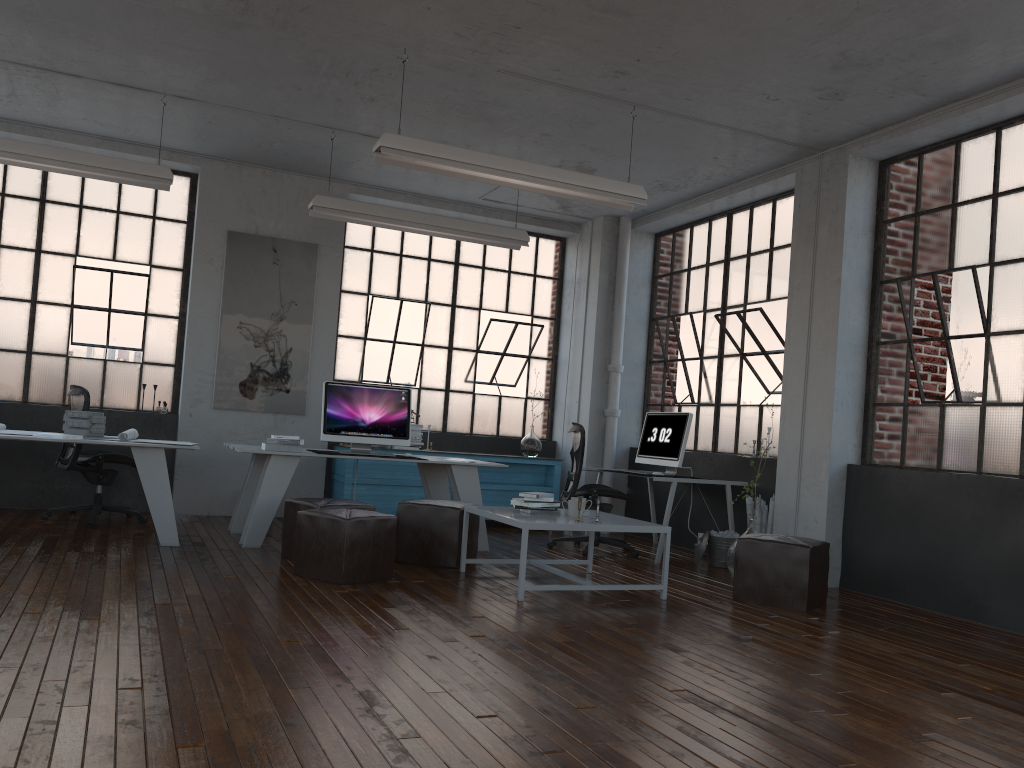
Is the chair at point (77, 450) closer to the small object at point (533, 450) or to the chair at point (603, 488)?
the chair at point (603, 488)

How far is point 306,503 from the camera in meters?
5.8 m

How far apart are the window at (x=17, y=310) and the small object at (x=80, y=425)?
1.67m

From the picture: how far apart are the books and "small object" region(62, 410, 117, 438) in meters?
1.2 m

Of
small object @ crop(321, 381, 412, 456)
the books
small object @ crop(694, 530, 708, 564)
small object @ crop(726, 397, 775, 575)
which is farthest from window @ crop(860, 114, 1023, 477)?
the books

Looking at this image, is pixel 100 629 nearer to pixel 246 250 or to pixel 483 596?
pixel 483 596

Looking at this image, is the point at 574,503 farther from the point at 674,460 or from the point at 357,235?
the point at 357,235

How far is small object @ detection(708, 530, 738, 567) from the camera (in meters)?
7.01

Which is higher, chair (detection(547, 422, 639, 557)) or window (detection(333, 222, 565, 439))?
window (detection(333, 222, 565, 439))

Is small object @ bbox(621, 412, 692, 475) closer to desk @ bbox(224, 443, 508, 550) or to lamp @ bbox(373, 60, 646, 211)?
desk @ bbox(224, 443, 508, 550)
